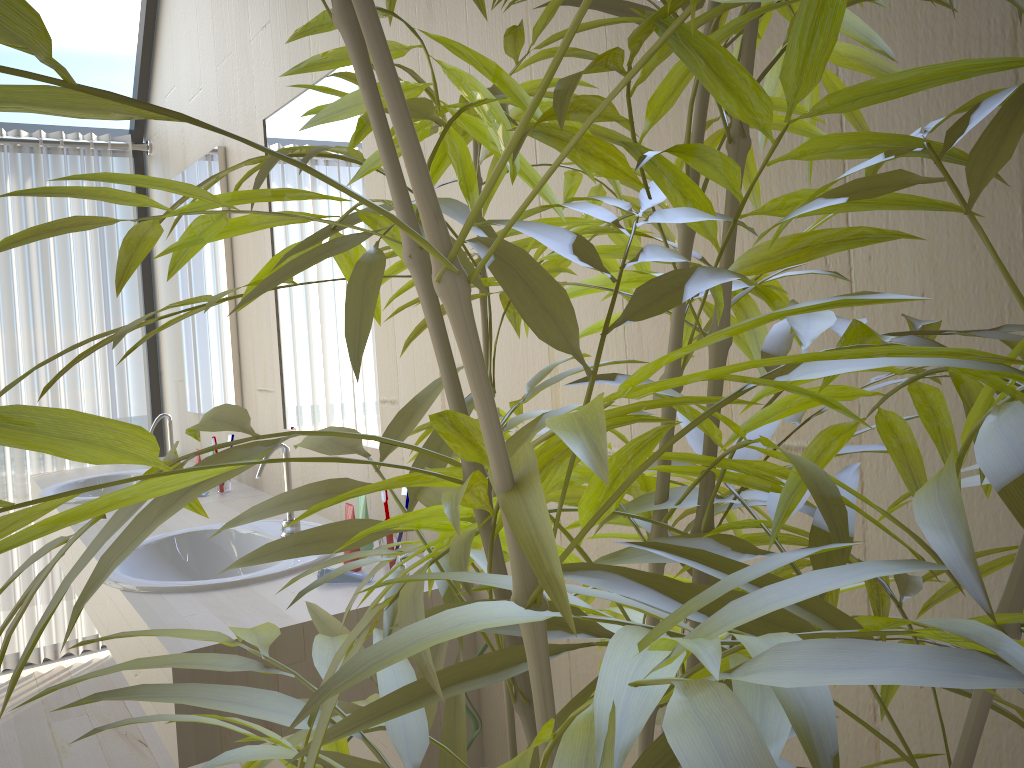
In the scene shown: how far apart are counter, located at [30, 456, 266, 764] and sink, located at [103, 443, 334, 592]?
0.5m

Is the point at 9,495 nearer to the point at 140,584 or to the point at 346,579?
the point at 140,584

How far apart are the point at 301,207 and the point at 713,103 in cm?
143

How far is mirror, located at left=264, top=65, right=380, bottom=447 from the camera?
2.01m

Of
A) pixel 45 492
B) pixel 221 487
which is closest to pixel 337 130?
pixel 221 487

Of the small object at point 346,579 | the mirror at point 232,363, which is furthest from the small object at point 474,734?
the mirror at point 232,363

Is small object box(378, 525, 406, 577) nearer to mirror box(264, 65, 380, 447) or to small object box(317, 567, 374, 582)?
small object box(317, 567, 374, 582)

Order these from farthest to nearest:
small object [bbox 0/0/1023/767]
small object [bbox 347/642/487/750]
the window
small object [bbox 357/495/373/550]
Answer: the window < small object [bbox 357/495/373/550] < small object [bbox 347/642/487/750] < small object [bbox 0/0/1023/767]

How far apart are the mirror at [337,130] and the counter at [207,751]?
0.2m

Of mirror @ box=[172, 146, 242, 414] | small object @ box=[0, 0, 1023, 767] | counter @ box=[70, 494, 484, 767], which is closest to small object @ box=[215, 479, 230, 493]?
counter @ box=[70, 494, 484, 767]
